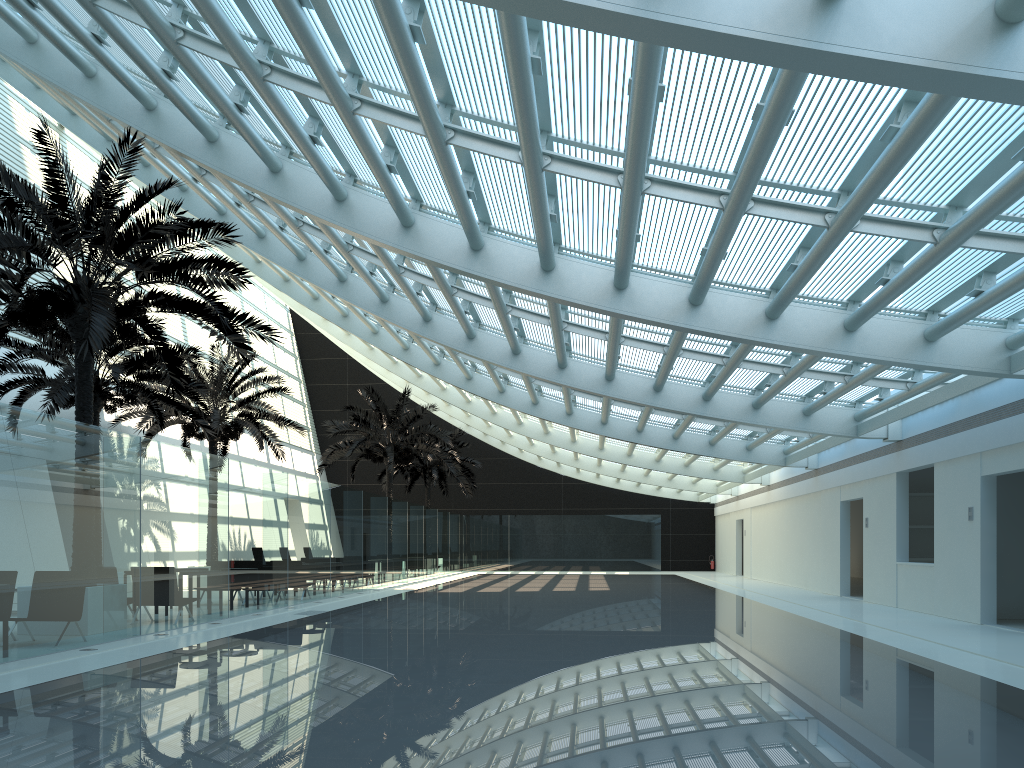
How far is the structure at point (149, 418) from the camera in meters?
22.5

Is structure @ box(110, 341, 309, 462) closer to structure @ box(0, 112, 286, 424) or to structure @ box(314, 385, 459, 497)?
structure @ box(314, 385, 459, 497)

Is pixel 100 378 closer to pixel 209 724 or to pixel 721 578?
pixel 209 724

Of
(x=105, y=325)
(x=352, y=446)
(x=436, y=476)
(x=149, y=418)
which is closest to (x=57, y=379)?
(x=149, y=418)

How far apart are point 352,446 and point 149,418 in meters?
8.1 m

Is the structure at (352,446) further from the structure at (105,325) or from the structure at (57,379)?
the structure at (105,325)

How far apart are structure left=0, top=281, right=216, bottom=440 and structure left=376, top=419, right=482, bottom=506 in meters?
17.6 m

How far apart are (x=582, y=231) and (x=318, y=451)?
33.9 meters

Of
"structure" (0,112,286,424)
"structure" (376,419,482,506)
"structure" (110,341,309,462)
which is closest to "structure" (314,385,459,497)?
"structure" (110,341,309,462)

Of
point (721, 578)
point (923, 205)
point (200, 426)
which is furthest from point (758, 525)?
point (923, 205)
